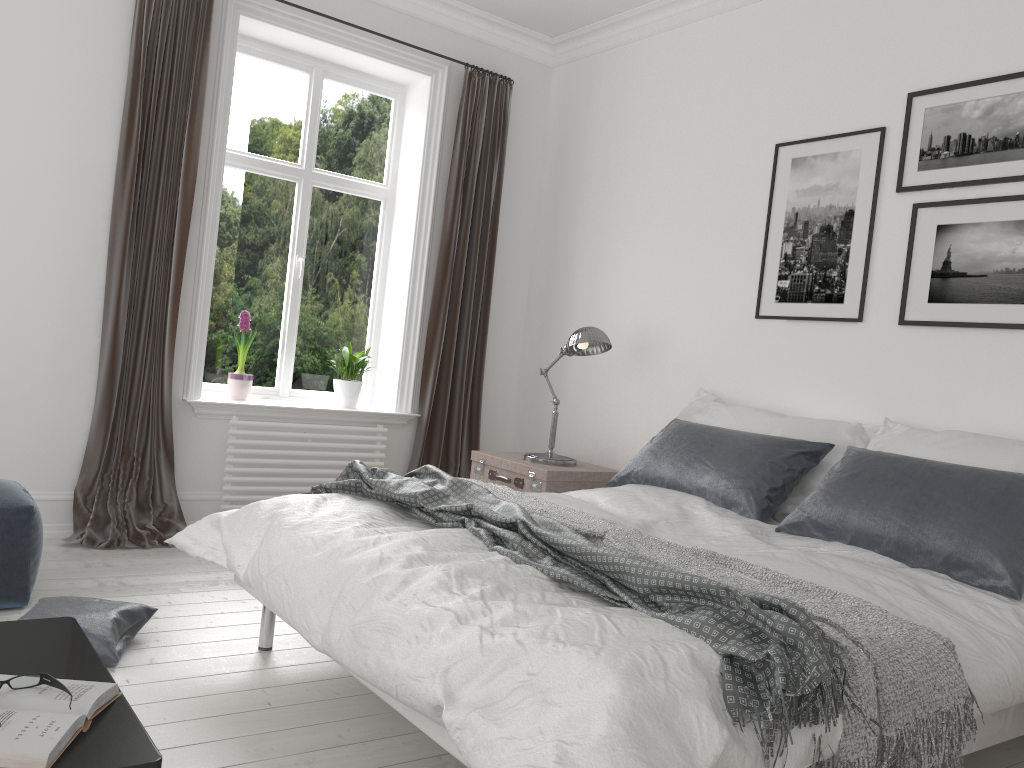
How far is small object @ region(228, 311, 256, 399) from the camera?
4.7 meters

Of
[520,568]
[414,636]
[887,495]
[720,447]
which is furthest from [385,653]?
[720,447]

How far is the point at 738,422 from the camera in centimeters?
379cm

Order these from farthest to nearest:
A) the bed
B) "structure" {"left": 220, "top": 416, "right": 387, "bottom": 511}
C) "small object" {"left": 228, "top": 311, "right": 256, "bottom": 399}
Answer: "small object" {"left": 228, "top": 311, "right": 256, "bottom": 399}
"structure" {"left": 220, "top": 416, "right": 387, "bottom": 511}
the bed

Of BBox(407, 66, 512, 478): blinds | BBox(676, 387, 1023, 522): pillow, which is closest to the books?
BBox(676, 387, 1023, 522): pillow

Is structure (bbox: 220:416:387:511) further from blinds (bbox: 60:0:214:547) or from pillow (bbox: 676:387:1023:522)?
pillow (bbox: 676:387:1023:522)

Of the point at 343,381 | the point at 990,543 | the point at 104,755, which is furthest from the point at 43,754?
the point at 343,381

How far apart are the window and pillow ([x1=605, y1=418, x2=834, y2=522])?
2.0 meters

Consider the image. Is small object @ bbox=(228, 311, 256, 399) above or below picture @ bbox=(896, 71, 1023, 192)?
below

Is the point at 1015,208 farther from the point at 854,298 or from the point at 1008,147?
the point at 854,298
